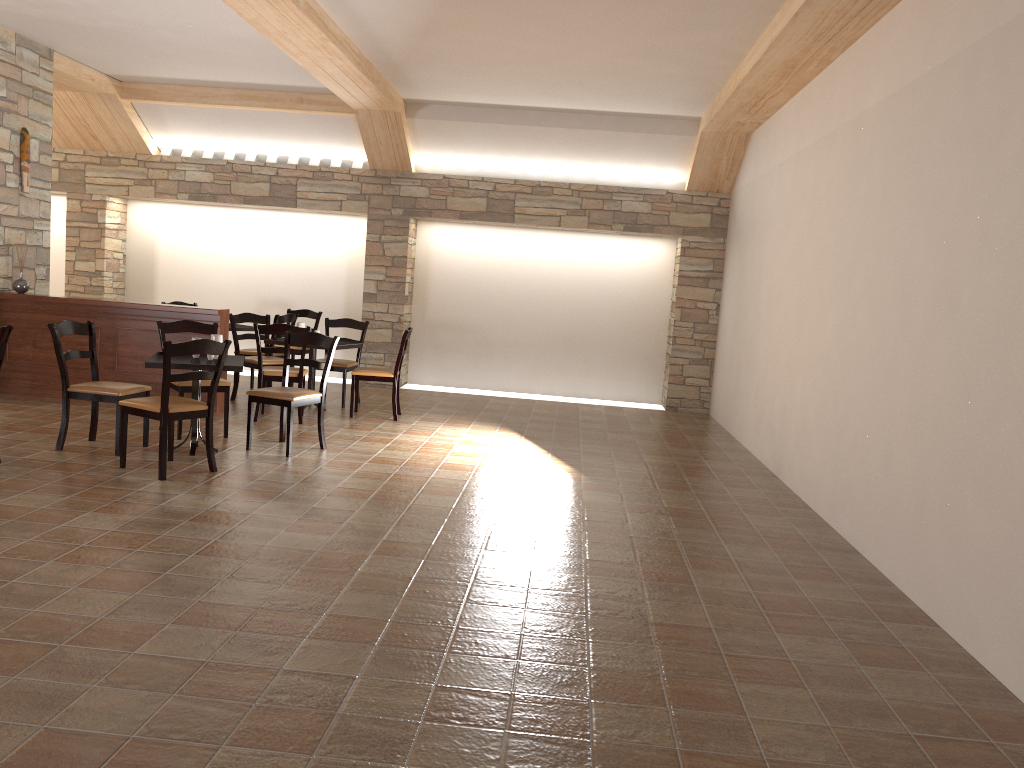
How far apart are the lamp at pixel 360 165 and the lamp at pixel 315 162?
0.5 meters

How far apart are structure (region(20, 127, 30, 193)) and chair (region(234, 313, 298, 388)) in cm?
251

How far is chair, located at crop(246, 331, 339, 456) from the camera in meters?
6.2

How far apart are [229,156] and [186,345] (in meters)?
5.99

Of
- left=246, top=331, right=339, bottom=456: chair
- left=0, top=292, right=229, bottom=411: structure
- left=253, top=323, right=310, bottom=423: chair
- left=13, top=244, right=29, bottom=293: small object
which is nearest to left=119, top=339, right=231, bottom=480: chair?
left=246, top=331, right=339, bottom=456: chair

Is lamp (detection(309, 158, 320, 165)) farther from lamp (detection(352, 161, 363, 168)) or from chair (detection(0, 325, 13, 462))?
chair (detection(0, 325, 13, 462))

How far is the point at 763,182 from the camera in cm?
830

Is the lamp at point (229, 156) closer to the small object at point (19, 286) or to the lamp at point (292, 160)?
the lamp at point (292, 160)

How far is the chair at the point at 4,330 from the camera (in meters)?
5.18

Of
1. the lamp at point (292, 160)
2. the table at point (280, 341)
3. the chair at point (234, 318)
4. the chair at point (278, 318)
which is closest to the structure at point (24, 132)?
the chair at point (234, 318)
